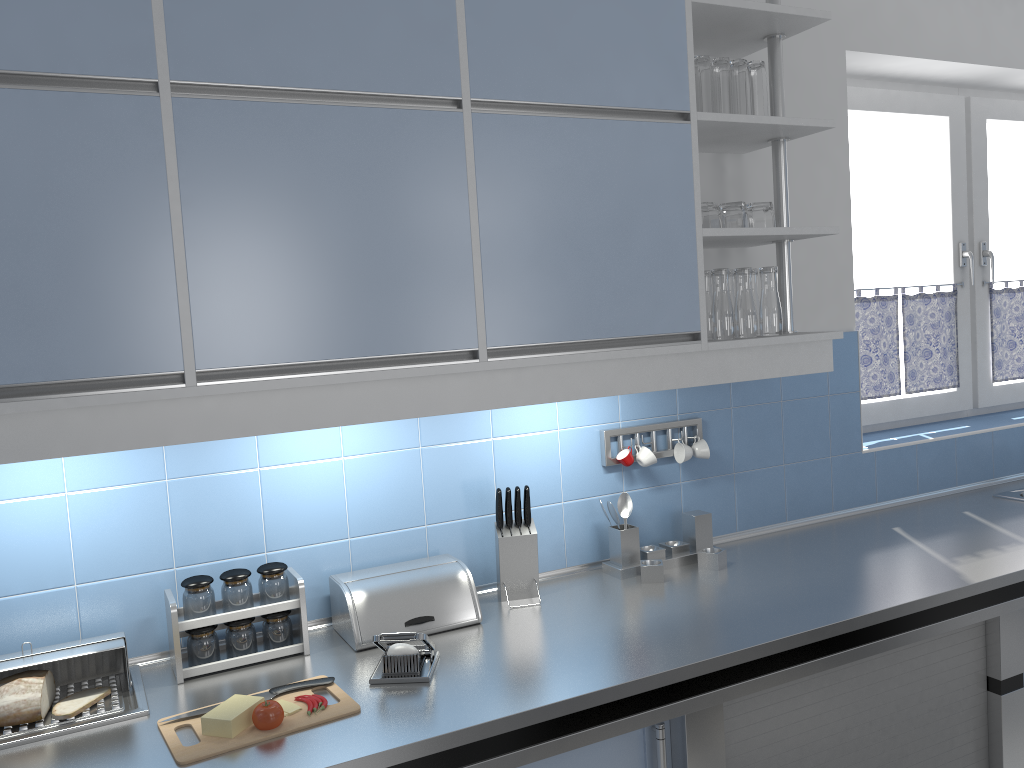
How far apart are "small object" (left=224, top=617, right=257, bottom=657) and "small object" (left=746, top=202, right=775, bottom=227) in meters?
1.6 m

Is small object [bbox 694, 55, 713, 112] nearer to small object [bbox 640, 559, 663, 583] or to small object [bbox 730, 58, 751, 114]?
small object [bbox 730, 58, 751, 114]

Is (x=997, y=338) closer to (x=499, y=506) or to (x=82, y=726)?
(x=499, y=506)

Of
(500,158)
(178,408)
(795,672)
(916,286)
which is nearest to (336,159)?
(500,158)

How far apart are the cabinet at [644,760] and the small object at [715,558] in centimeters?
41cm

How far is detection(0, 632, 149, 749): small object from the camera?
1.6 meters

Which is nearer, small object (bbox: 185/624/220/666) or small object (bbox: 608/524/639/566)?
small object (bbox: 185/624/220/666)

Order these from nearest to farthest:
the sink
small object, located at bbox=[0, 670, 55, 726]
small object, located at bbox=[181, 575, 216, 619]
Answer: small object, located at bbox=[0, 670, 55, 726], small object, located at bbox=[181, 575, 216, 619], the sink

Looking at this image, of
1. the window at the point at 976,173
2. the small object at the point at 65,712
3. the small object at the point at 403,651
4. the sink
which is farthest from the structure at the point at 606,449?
the window at the point at 976,173

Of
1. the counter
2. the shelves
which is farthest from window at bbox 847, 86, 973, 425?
the shelves
